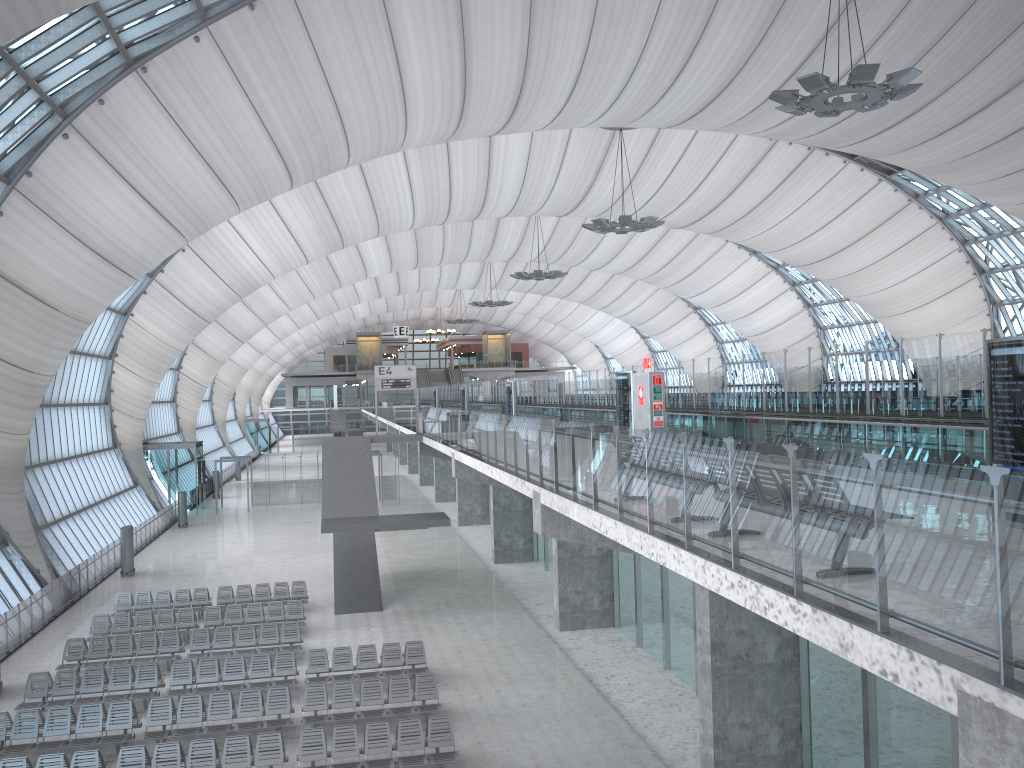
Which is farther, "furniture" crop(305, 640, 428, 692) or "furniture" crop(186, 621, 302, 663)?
→ "furniture" crop(186, 621, 302, 663)

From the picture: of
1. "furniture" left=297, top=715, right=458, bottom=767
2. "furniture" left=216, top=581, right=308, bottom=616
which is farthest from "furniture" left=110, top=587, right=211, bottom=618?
"furniture" left=297, top=715, right=458, bottom=767

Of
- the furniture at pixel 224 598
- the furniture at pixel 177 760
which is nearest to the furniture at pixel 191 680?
the furniture at pixel 177 760

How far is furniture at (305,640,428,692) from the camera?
19.5 meters

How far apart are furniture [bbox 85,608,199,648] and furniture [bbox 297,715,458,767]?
9.00m

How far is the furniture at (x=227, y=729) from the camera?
16.3 meters

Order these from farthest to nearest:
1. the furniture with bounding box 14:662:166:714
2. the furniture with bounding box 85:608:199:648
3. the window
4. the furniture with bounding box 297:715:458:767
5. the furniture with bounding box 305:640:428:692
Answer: the furniture with bounding box 85:608:199:648 < the window < the furniture with bounding box 305:640:428:692 < the furniture with bounding box 14:662:166:714 < the furniture with bounding box 297:715:458:767

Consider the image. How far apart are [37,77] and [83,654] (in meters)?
13.51

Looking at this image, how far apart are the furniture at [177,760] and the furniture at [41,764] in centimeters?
27cm

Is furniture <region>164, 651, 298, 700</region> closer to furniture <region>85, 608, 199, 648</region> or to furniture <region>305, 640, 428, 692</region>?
furniture <region>305, 640, 428, 692</region>
